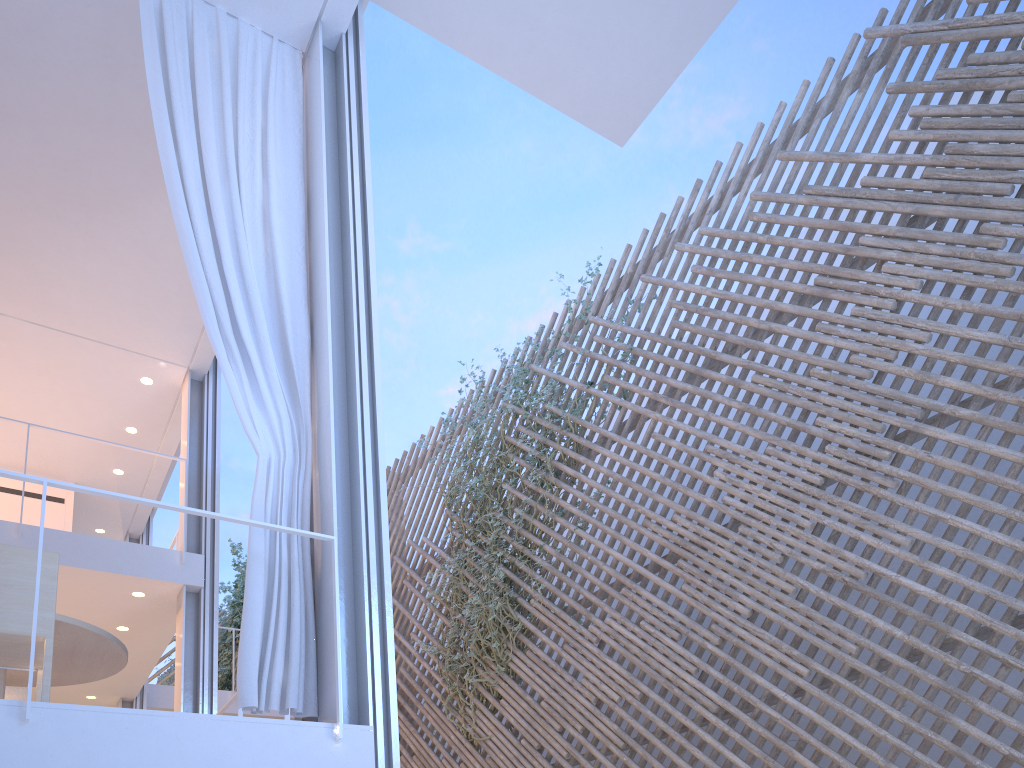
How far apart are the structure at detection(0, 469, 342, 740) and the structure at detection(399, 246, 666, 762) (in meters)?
2.19

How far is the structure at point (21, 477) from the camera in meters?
1.8

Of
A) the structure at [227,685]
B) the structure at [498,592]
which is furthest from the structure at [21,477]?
the structure at [227,685]

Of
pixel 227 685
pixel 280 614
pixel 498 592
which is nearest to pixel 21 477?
pixel 280 614

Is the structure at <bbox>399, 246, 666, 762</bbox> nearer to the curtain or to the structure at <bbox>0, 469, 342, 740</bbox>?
the curtain

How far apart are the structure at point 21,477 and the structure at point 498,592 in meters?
2.2 m

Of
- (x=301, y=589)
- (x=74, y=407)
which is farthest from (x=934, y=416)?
(x=74, y=407)

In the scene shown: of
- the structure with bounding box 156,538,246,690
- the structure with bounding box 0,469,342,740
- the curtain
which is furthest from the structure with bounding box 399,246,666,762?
the structure with bounding box 156,538,246,690

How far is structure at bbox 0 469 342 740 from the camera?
1.8 meters

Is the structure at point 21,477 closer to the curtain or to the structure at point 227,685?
the curtain
